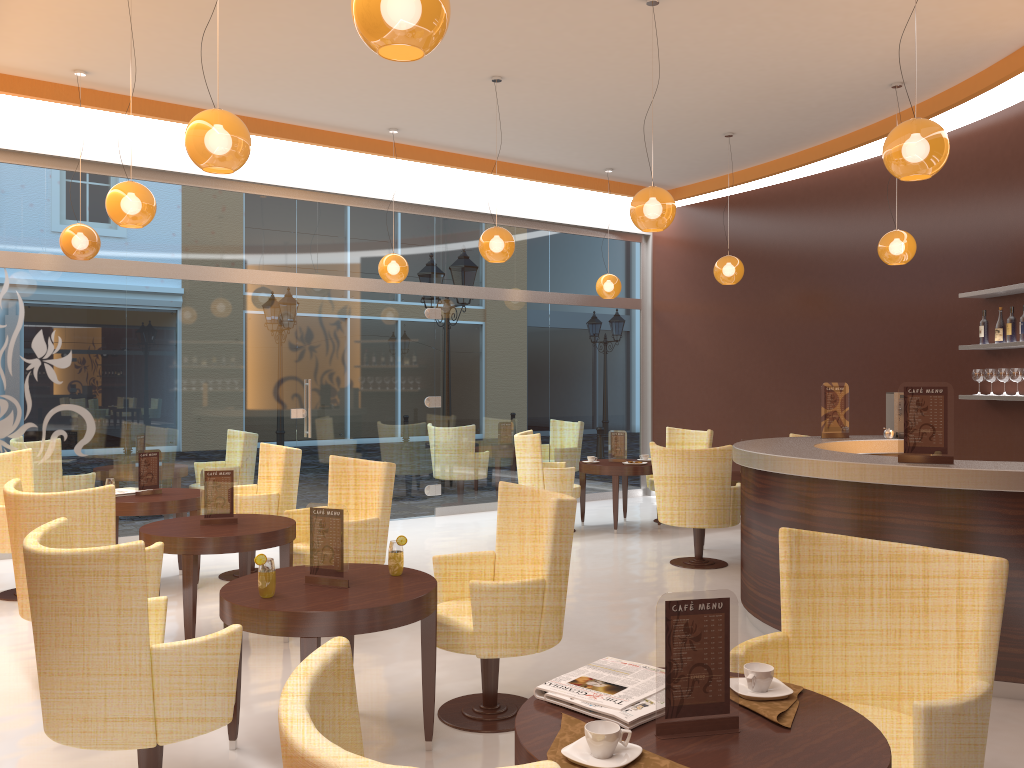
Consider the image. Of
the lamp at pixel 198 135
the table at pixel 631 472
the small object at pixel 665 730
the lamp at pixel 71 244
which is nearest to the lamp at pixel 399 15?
the lamp at pixel 198 135

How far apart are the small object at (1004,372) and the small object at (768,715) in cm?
583

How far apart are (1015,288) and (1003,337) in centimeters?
52cm

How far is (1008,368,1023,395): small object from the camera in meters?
7.0 m

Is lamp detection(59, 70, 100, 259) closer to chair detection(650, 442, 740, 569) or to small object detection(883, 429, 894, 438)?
chair detection(650, 442, 740, 569)

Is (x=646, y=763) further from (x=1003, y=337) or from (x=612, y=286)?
(x=612, y=286)

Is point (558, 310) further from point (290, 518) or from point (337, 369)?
point (290, 518)

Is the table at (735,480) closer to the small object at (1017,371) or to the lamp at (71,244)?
the small object at (1017,371)

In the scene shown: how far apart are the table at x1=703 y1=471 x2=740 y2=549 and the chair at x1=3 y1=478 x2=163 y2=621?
4.8 meters

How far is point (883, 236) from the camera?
7.36m
